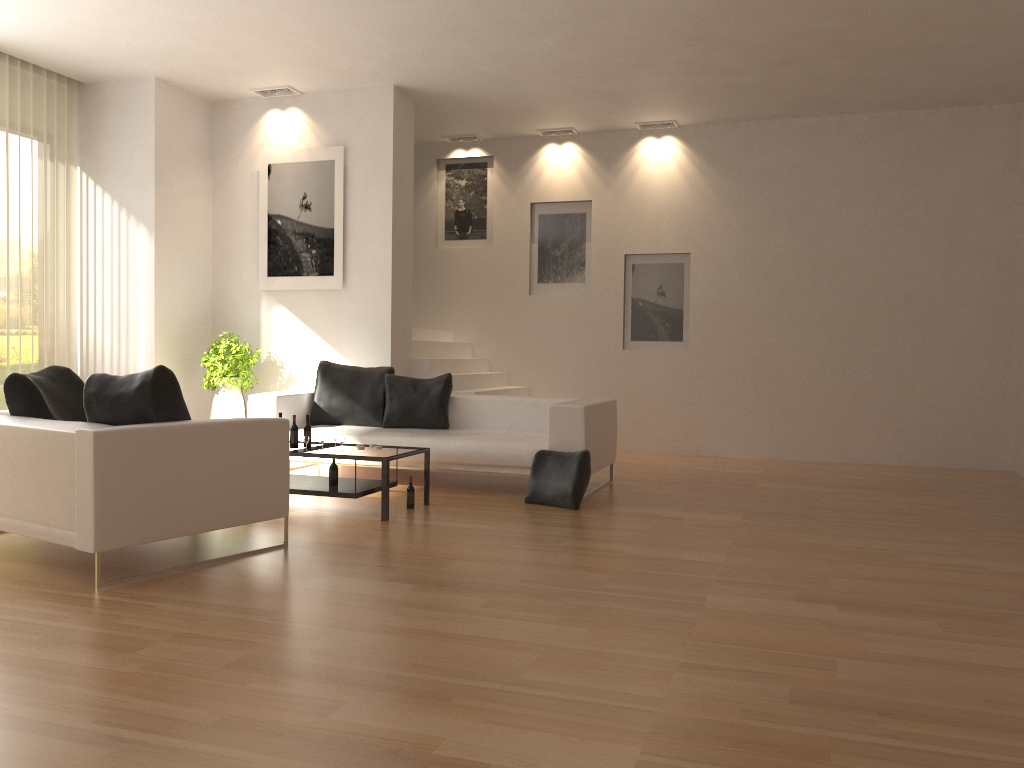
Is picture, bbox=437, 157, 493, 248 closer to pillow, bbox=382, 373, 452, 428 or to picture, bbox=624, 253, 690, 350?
picture, bbox=624, 253, 690, 350

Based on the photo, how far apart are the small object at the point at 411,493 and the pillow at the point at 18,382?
2.2 meters

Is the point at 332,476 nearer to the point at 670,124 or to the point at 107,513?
the point at 107,513

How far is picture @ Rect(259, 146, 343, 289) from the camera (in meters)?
8.93

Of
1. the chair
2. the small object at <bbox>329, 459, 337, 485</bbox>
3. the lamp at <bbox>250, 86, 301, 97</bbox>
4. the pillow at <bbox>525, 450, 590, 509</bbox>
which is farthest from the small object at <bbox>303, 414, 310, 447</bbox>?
the lamp at <bbox>250, 86, 301, 97</bbox>

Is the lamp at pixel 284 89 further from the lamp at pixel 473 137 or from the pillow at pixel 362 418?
the pillow at pixel 362 418

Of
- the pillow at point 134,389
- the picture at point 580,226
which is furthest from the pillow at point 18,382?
the picture at point 580,226

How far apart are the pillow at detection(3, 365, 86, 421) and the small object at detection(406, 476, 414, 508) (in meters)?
2.20

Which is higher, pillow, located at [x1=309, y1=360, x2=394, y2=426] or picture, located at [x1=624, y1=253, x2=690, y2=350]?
picture, located at [x1=624, y1=253, x2=690, y2=350]

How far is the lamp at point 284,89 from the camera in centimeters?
903cm
